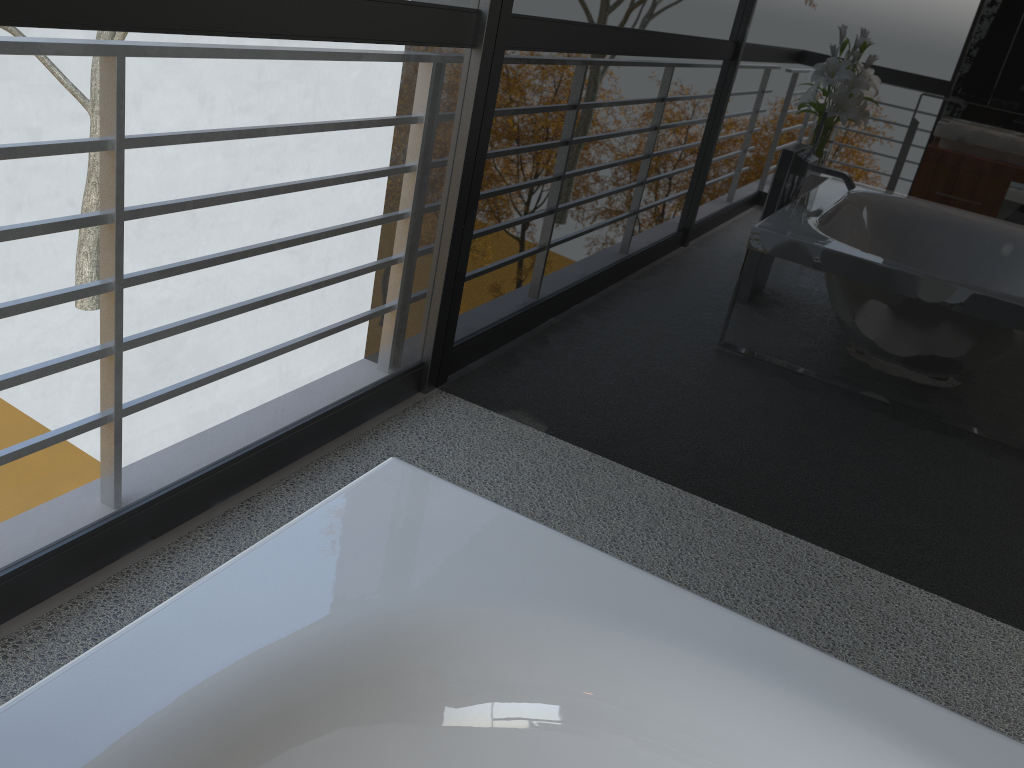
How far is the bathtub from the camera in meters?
0.8 m

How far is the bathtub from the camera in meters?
0.8

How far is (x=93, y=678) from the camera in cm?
85
